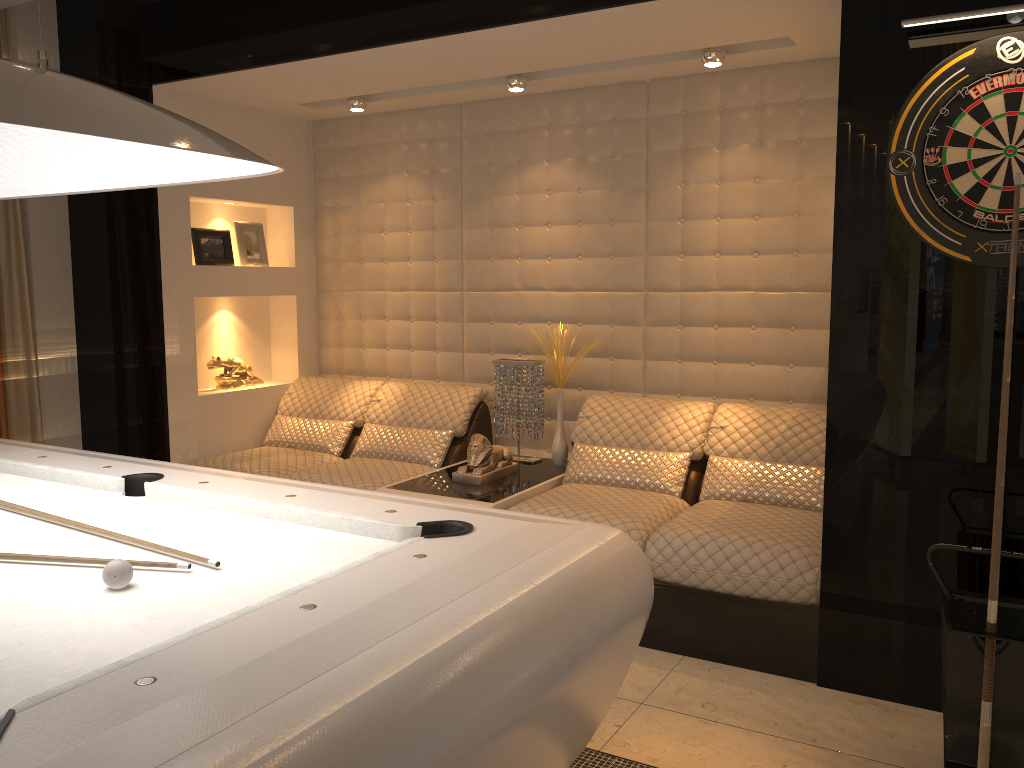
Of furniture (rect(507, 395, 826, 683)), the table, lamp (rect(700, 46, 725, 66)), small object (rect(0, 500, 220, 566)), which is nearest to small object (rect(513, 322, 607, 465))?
the table

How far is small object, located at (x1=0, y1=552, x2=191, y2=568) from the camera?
1.85m

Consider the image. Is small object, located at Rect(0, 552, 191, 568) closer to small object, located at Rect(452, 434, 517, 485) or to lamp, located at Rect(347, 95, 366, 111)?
small object, located at Rect(452, 434, 517, 485)

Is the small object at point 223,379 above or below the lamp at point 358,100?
below

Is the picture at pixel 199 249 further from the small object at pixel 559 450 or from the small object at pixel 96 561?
the small object at pixel 96 561

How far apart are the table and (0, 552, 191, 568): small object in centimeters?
195cm

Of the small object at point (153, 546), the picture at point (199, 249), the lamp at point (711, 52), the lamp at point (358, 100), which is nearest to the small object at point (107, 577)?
the small object at point (153, 546)

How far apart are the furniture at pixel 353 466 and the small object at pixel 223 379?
0.18m

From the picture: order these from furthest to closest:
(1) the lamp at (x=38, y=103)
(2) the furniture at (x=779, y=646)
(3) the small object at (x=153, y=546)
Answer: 1. (2) the furniture at (x=779, y=646)
2. (3) the small object at (x=153, y=546)
3. (1) the lamp at (x=38, y=103)

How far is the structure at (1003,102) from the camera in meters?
2.5
